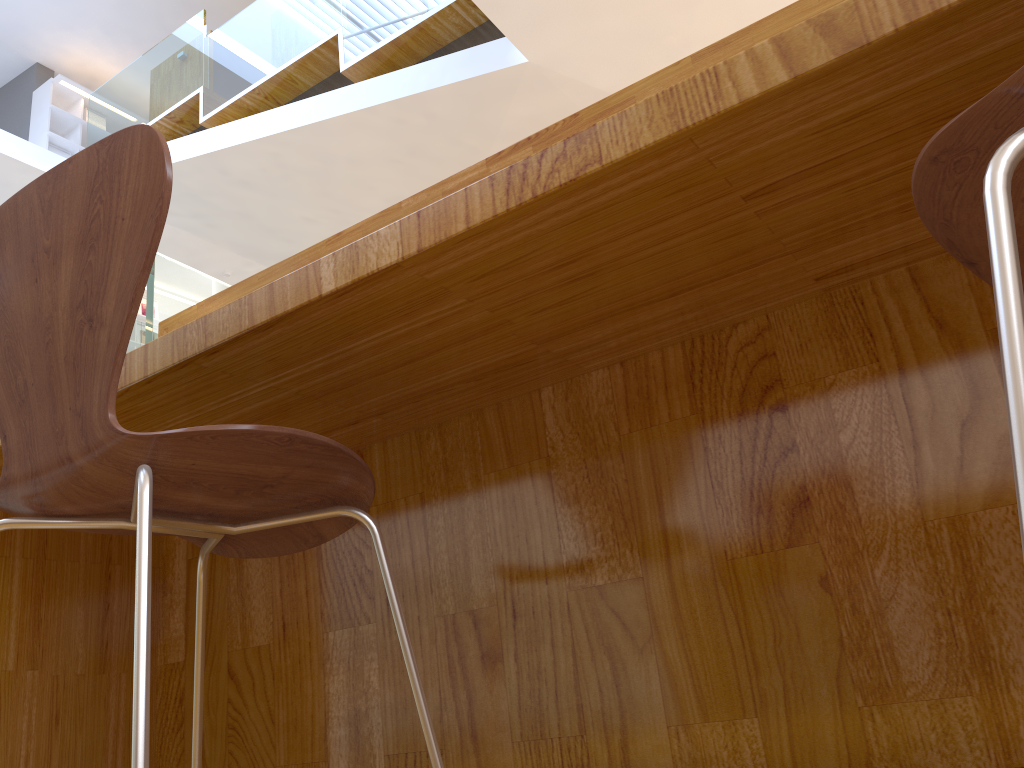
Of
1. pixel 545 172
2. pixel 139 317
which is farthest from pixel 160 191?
pixel 139 317

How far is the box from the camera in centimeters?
905cm

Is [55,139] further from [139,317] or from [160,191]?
[160,191]

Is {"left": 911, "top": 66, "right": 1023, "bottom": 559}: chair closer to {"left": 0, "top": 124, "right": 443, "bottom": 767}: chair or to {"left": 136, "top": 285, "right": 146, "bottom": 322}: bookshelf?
{"left": 0, "top": 124, "right": 443, "bottom": 767}: chair

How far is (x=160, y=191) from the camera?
0.83m

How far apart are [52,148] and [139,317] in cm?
190

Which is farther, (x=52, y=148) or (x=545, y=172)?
(x=52, y=148)

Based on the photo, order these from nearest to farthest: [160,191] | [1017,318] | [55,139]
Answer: [1017,318], [160,191], [55,139]

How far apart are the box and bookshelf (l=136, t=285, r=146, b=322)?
1.82m

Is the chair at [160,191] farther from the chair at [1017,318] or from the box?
the box
